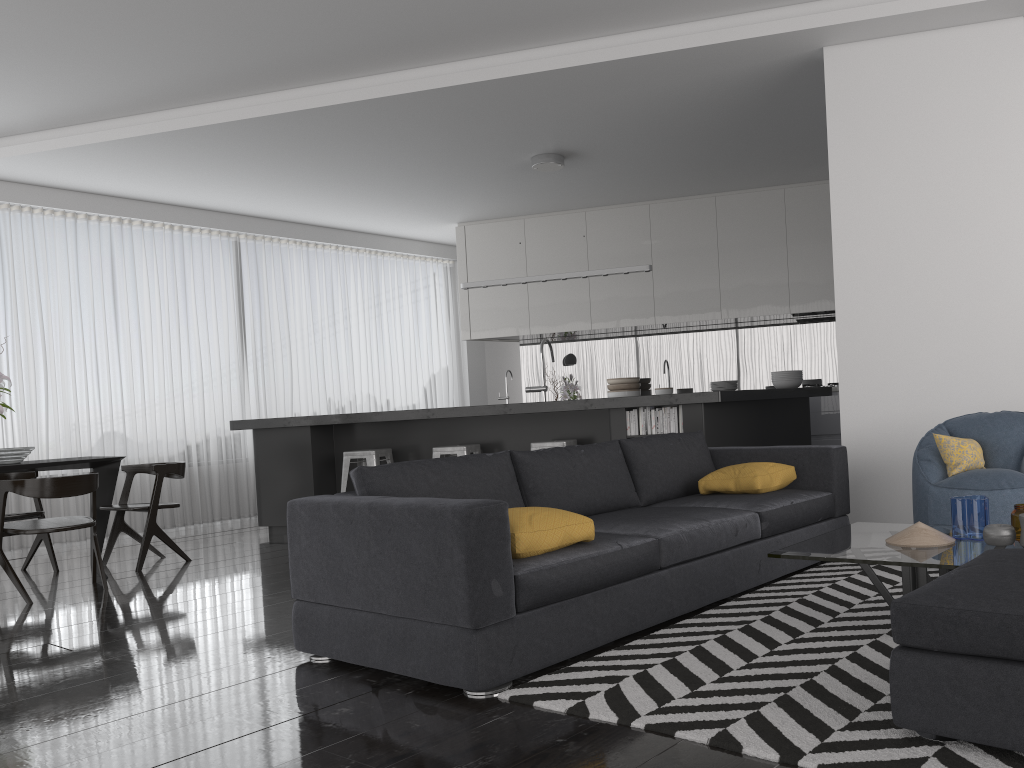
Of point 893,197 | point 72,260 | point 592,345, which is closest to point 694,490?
point 893,197

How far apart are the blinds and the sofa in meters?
5.4 m

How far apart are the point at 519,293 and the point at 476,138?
2.9 meters

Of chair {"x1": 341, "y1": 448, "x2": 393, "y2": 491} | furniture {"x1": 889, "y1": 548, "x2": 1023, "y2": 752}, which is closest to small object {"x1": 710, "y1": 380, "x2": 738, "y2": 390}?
chair {"x1": 341, "y1": 448, "x2": 393, "y2": 491}

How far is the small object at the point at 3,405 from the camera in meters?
5.6

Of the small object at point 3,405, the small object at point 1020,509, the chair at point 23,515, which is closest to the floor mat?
the small object at point 1020,509

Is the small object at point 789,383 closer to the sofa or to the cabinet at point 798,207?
the cabinet at point 798,207

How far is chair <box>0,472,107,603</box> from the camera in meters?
5.0

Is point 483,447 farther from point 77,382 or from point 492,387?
point 492,387

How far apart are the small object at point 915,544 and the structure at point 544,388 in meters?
4.5 m
